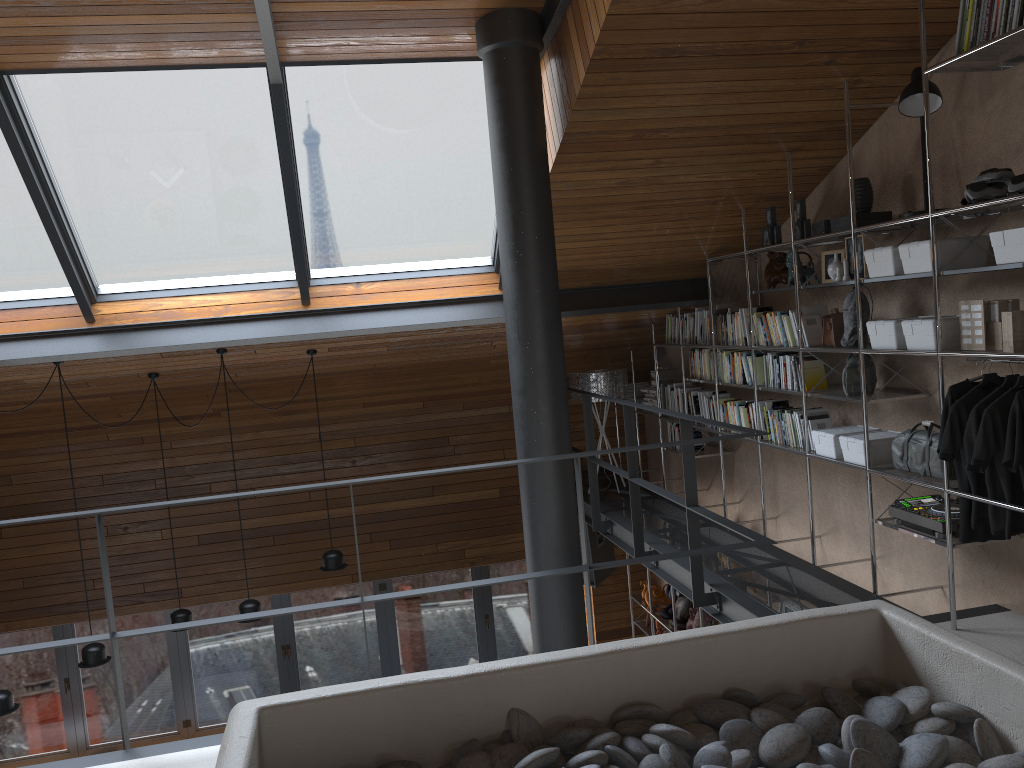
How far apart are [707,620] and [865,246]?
3.4 meters

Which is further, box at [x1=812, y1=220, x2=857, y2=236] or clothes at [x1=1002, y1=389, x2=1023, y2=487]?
box at [x1=812, y1=220, x2=857, y2=236]

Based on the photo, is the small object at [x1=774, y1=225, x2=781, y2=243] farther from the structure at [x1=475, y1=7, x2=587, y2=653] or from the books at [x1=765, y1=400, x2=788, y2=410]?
the structure at [x1=475, y1=7, x2=587, y2=653]

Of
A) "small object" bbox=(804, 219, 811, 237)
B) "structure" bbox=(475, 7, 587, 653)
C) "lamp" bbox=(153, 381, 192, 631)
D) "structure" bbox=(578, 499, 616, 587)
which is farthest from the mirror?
"lamp" bbox=(153, 381, 192, 631)

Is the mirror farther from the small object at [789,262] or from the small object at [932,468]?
the small object at [932,468]

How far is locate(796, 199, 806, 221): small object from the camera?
4.9 meters

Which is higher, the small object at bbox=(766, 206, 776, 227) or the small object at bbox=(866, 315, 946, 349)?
the small object at bbox=(766, 206, 776, 227)

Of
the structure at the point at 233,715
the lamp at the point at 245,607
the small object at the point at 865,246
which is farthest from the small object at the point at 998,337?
the lamp at the point at 245,607

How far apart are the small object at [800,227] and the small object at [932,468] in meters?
1.4

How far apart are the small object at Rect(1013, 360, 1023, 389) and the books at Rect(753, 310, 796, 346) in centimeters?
161cm
